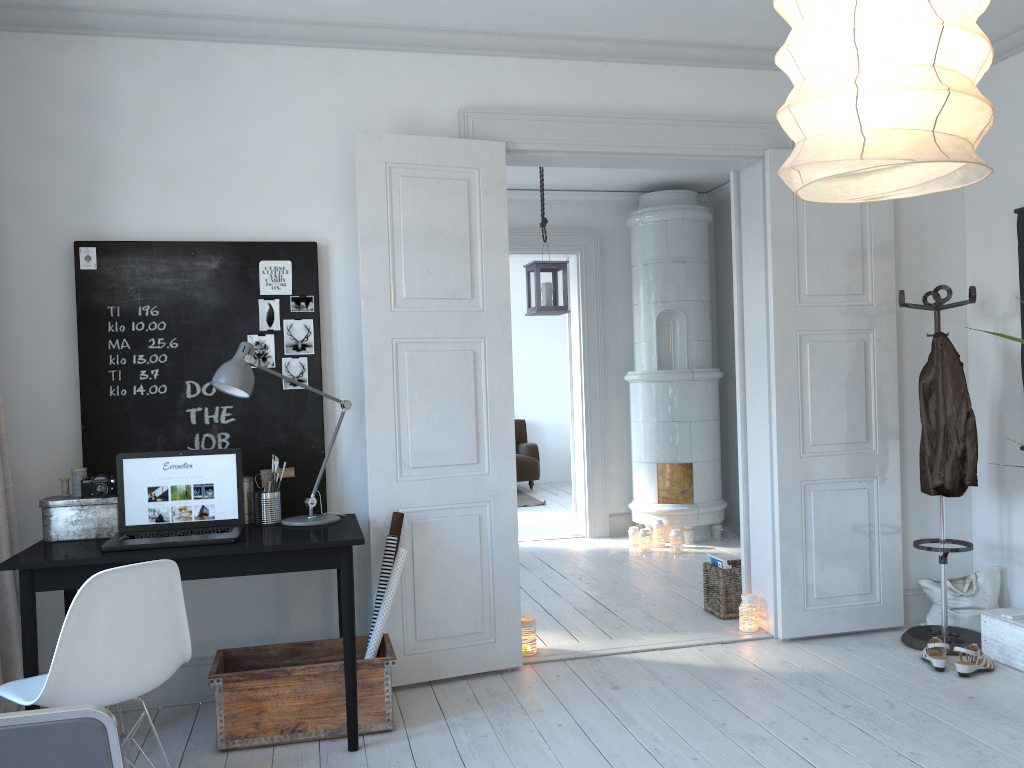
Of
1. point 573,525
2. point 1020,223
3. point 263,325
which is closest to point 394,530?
point 263,325

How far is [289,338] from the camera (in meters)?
3.73

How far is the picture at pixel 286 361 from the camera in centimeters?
373cm

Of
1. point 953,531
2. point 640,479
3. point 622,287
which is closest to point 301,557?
point 953,531

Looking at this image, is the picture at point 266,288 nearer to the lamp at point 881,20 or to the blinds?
the blinds

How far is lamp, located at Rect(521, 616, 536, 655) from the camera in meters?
4.1

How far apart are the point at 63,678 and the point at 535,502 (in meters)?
7.23

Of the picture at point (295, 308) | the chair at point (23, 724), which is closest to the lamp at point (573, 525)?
the picture at point (295, 308)

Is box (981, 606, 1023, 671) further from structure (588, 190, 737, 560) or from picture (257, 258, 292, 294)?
picture (257, 258, 292, 294)

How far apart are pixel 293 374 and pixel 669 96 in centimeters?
217cm
